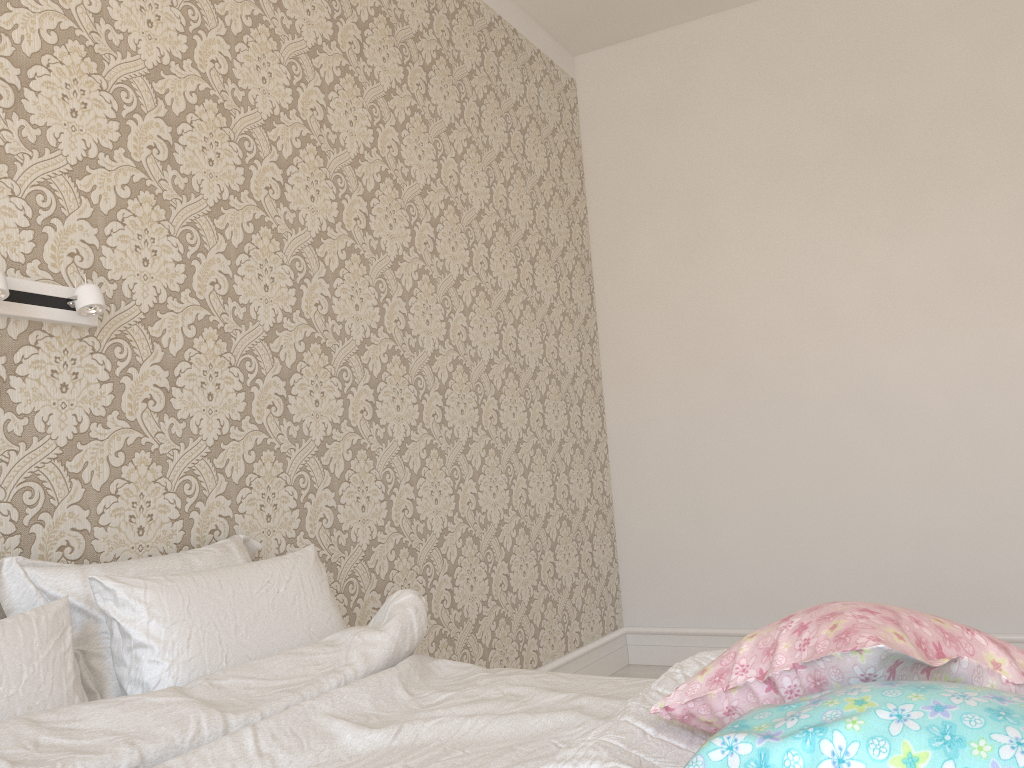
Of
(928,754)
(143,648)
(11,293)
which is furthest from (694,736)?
(11,293)

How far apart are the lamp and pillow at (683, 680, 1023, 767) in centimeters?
139cm

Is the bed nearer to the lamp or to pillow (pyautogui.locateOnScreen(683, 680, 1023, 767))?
pillow (pyautogui.locateOnScreen(683, 680, 1023, 767))

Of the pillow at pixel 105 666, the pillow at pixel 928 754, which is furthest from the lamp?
the pillow at pixel 928 754

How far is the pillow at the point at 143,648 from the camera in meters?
1.5

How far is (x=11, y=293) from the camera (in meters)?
1.64

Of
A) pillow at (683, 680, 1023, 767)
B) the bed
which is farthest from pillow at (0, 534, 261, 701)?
pillow at (683, 680, 1023, 767)

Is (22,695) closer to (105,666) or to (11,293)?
(105,666)

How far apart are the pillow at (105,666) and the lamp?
0.44m

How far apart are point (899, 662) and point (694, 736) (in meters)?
0.32
